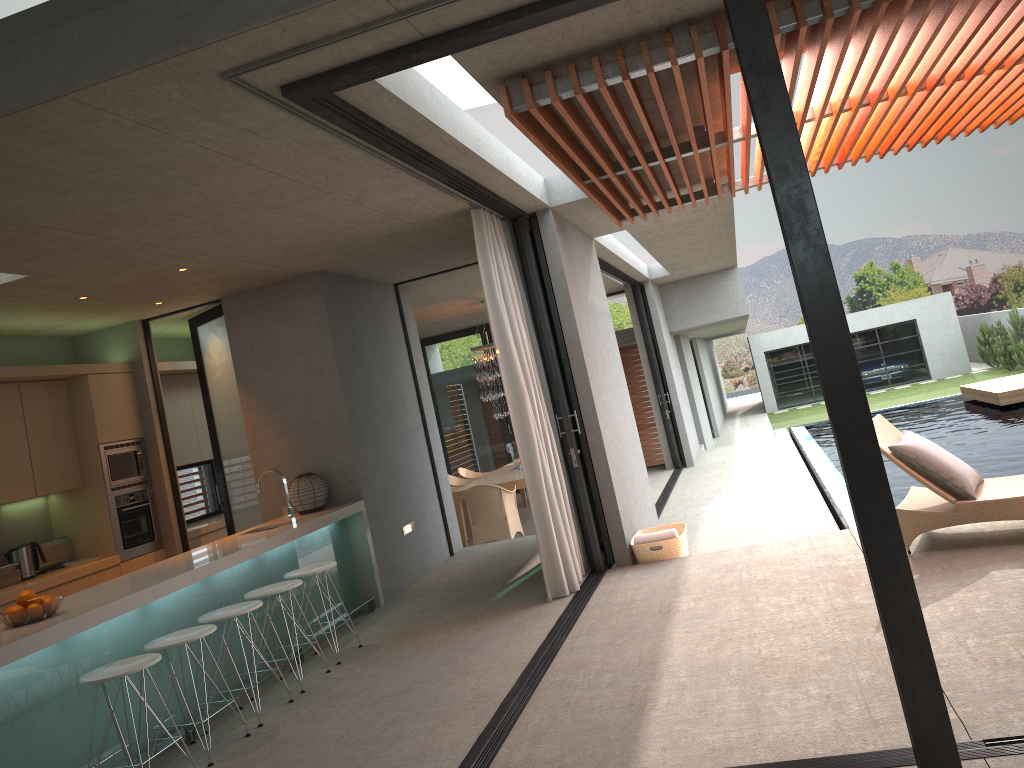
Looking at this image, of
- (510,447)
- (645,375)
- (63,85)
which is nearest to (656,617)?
(63,85)

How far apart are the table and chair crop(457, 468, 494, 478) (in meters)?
0.97

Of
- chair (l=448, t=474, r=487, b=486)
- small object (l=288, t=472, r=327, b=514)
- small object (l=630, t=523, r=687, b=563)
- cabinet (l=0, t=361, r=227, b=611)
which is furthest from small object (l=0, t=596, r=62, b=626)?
chair (l=448, t=474, r=487, b=486)

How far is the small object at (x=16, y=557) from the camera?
7.2m

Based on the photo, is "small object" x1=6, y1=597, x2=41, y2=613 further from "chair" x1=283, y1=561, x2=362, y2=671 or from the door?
the door

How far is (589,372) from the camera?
7.30m

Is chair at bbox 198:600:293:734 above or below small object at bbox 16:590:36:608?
below

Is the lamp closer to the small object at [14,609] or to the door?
the door

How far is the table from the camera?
11.20m

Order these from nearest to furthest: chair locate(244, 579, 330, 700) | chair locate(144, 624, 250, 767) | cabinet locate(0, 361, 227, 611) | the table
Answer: chair locate(144, 624, 250, 767) → chair locate(244, 579, 330, 700) → cabinet locate(0, 361, 227, 611) → the table
